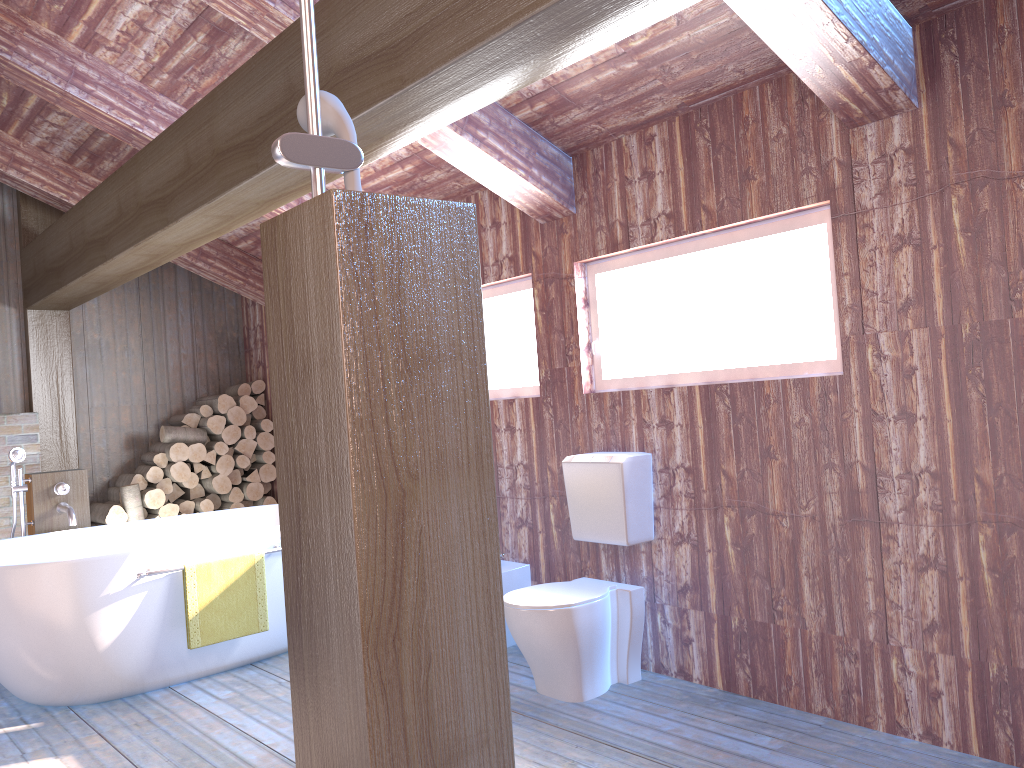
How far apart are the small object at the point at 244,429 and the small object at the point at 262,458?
0.2 meters

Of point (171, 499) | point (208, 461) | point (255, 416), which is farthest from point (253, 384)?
point (171, 499)

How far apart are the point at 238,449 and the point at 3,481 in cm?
145

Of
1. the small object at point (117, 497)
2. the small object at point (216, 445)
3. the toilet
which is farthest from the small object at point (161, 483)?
the toilet

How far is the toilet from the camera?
3.29m

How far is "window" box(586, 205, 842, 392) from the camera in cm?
308

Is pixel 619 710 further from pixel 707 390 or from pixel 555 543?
pixel 707 390

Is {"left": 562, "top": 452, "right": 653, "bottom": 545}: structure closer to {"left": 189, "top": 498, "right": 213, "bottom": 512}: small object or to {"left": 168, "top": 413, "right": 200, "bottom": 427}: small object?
{"left": 189, "top": 498, "right": 213, "bottom": 512}: small object

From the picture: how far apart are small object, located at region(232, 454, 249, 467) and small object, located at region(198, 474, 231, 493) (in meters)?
0.13

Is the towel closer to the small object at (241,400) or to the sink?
the sink
